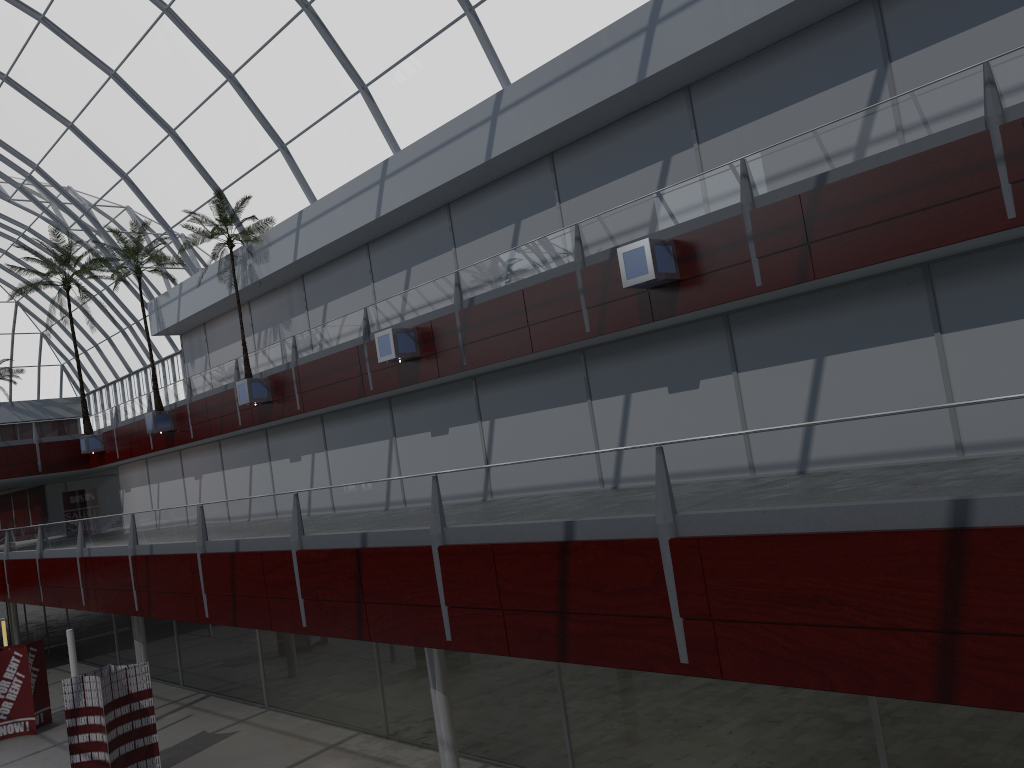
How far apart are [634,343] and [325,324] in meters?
14.1 m
